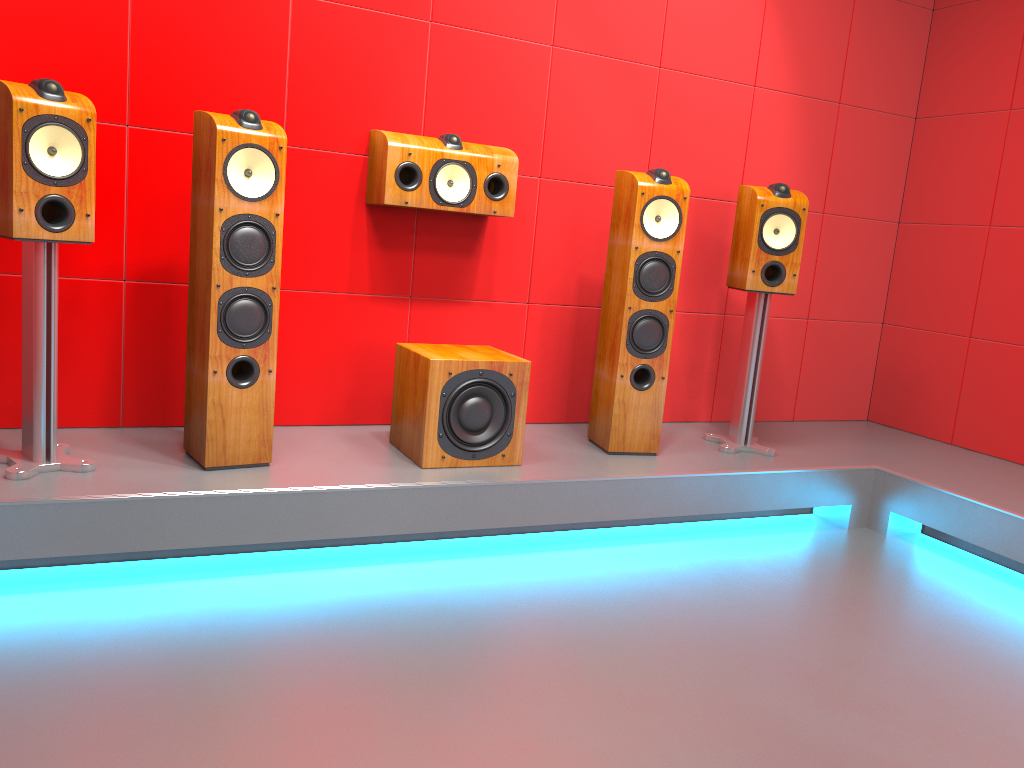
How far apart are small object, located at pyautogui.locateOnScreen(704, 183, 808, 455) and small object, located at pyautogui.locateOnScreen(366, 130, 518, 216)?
0.9m

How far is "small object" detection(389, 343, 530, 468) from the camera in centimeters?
284cm

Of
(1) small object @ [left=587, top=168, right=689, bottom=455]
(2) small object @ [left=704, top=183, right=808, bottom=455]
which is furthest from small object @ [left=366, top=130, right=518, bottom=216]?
(2) small object @ [left=704, top=183, right=808, bottom=455]

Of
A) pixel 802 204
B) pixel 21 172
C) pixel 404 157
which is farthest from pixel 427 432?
pixel 802 204

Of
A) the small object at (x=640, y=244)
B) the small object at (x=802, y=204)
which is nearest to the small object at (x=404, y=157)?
the small object at (x=640, y=244)

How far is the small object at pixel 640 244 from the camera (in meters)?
3.16

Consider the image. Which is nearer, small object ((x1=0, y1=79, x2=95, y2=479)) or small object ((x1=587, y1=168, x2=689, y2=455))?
small object ((x1=0, y1=79, x2=95, y2=479))

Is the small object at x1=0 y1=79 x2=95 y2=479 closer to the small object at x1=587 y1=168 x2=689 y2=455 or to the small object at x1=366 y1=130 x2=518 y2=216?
the small object at x1=366 y1=130 x2=518 y2=216

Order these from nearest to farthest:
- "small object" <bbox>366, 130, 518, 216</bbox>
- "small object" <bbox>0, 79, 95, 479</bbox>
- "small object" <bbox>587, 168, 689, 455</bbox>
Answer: "small object" <bbox>0, 79, 95, 479</bbox>, "small object" <bbox>366, 130, 518, 216</bbox>, "small object" <bbox>587, 168, 689, 455</bbox>

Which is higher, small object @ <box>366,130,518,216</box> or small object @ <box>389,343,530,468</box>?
small object @ <box>366,130,518,216</box>
